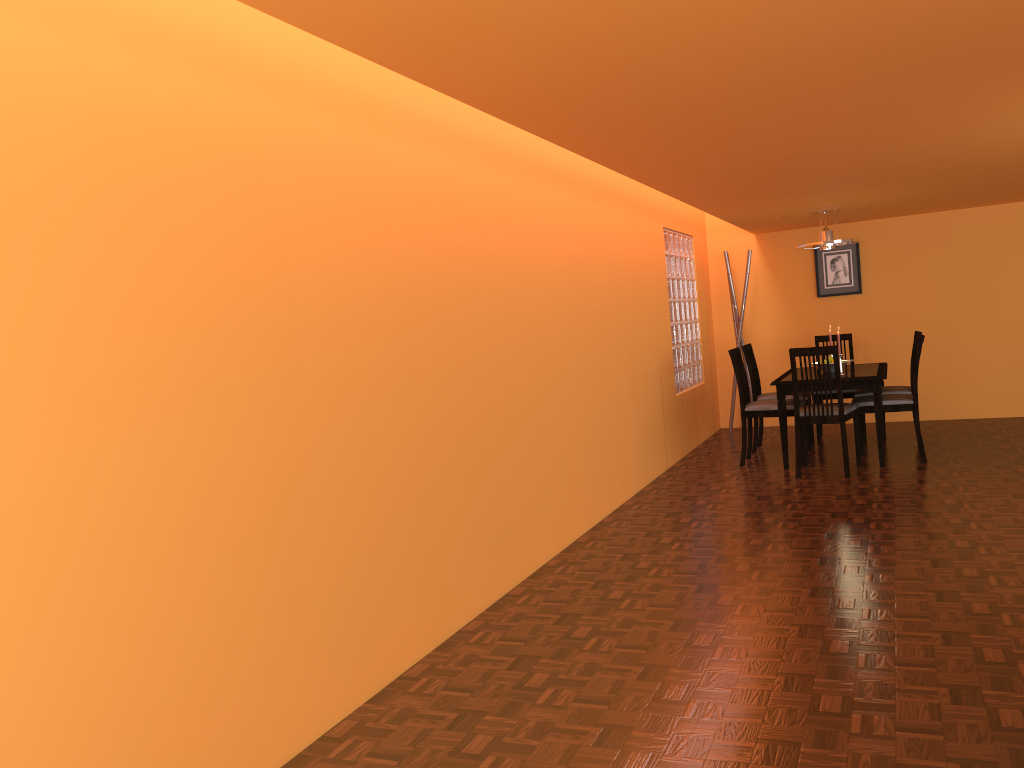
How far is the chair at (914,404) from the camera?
5.6m

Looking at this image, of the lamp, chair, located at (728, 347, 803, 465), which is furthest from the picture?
chair, located at (728, 347, 803, 465)

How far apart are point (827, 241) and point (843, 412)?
1.49m

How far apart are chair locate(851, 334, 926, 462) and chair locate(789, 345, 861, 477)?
0.1 meters

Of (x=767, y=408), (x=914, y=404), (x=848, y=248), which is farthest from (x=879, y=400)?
(x=848, y=248)

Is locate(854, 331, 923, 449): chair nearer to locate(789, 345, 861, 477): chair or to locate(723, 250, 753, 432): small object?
locate(789, 345, 861, 477): chair

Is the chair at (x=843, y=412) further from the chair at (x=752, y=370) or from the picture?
the picture

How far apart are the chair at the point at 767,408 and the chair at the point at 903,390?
0.67m

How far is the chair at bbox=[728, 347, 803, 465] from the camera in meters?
5.9 m

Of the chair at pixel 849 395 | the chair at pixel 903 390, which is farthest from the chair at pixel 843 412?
the chair at pixel 849 395
